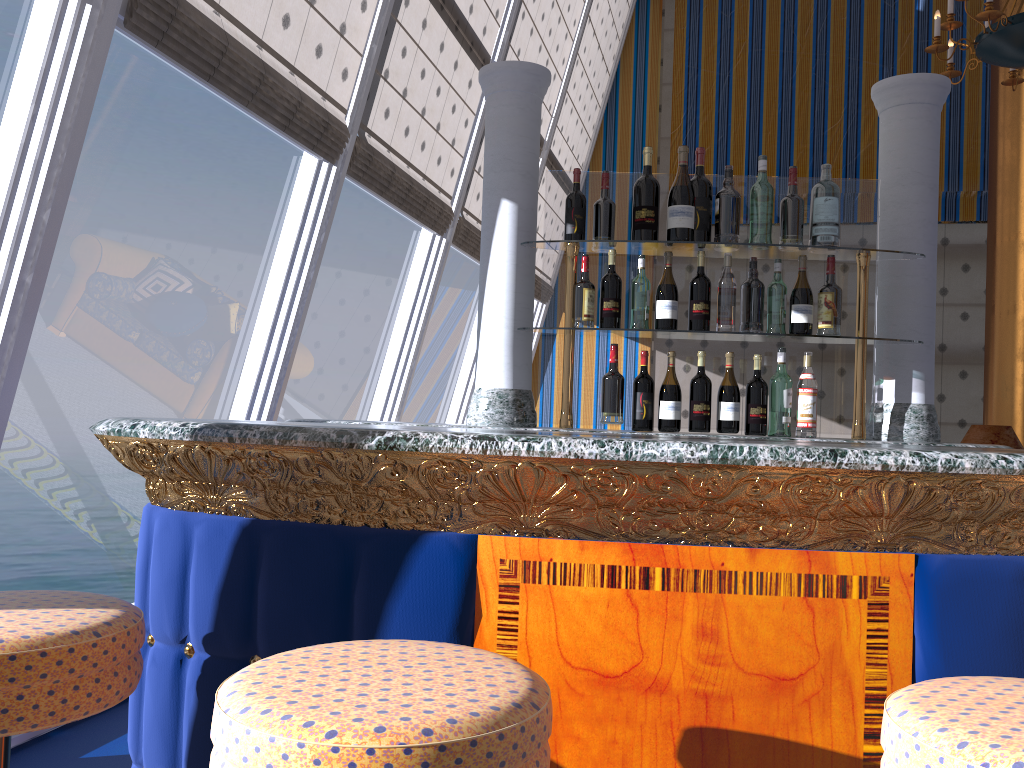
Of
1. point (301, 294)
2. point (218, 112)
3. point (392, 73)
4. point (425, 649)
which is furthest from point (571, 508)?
point (218, 112)

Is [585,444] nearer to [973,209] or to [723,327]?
[723,327]

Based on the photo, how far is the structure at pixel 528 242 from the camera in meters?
2.7

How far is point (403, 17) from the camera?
4.12m

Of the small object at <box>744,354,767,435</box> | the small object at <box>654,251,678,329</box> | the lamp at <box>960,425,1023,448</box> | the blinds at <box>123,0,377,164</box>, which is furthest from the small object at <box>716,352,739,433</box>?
the lamp at <box>960,425,1023,448</box>

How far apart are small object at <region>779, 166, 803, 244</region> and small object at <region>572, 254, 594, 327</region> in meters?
0.6

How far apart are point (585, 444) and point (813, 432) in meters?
1.5

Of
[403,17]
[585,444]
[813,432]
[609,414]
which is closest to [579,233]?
[609,414]

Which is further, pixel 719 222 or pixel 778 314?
pixel 719 222

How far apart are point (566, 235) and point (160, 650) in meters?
1.7
